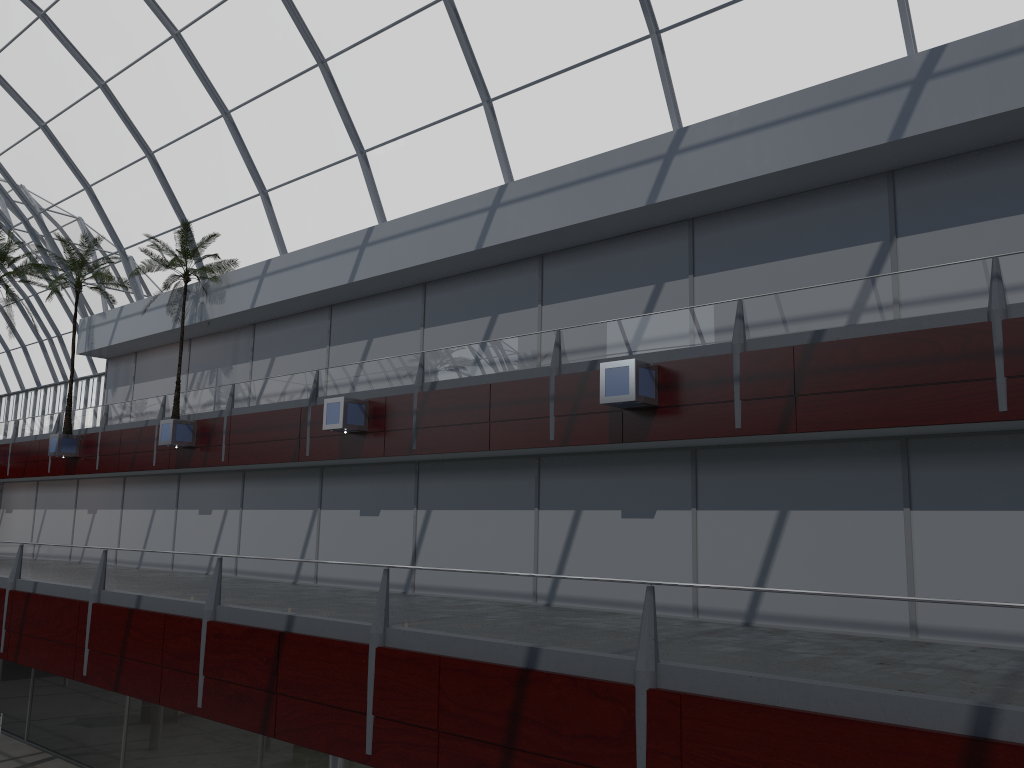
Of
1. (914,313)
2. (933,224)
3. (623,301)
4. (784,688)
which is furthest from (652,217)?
(784,688)
